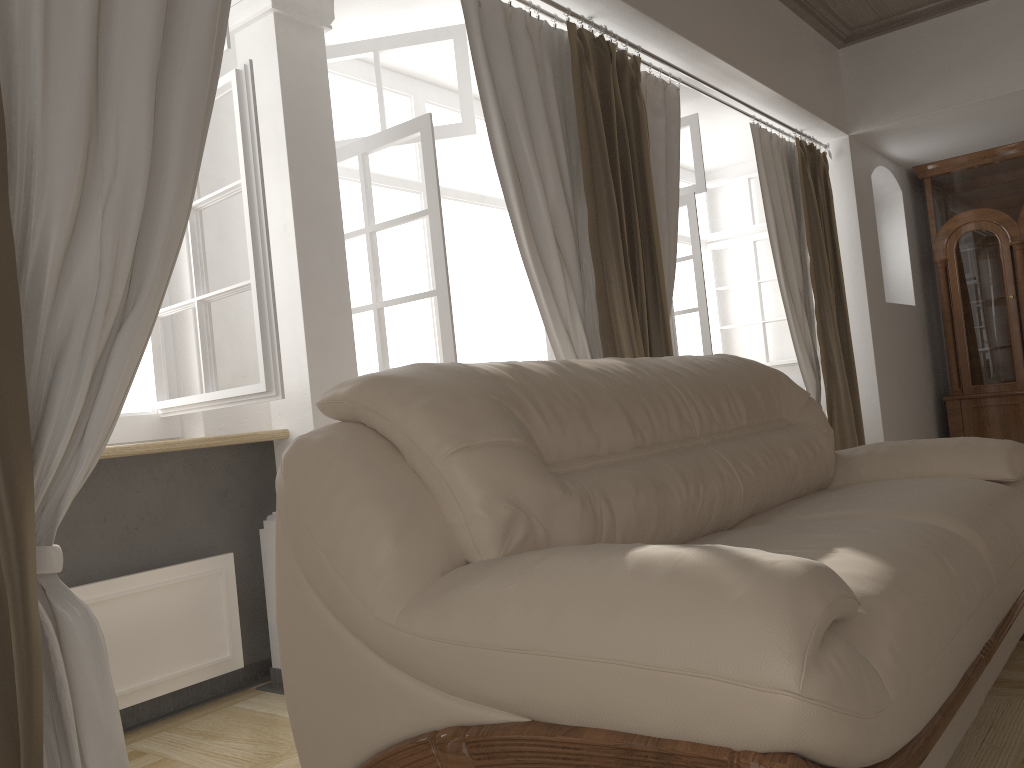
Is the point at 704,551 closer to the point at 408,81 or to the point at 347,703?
the point at 347,703

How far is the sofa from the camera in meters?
1.1

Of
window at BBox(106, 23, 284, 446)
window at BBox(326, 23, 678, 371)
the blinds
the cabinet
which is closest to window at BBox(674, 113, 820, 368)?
the blinds

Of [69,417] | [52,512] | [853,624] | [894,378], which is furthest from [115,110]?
[894,378]

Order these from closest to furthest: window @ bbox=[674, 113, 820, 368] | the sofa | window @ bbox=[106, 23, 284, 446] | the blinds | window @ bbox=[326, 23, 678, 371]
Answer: the sofa
the blinds
window @ bbox=[106, 23, 284, 446]
window @ bbox=[326, 23, 678, 371]
window @ bbox=[674, 113, 820, 368]

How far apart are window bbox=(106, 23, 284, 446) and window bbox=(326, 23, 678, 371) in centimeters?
65cm

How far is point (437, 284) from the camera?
2.9m

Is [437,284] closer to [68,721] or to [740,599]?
[68,721]

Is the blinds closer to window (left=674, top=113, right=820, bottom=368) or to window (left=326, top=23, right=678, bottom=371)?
window (left=326, top=23, right=678, bottom=371)

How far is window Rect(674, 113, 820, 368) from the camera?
4.5 meters
